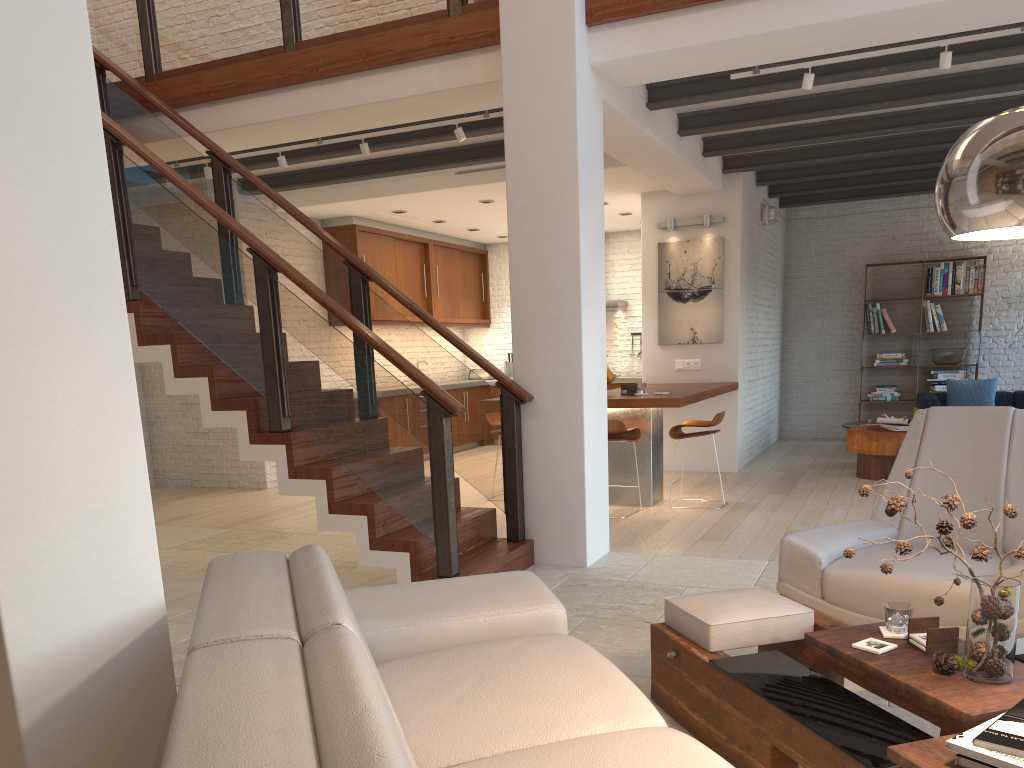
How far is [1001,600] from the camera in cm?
223

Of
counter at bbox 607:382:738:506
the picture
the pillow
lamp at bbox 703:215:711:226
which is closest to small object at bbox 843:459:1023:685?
counter at bbox 607:382:738:506

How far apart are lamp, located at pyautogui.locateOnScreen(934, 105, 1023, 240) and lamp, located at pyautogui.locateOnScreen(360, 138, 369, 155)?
5.5 meters

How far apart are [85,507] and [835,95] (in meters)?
6.30

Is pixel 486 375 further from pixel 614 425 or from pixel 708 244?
pixel 614 425

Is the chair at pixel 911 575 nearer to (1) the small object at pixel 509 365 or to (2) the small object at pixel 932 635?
(2) the small object at pixel 932 635

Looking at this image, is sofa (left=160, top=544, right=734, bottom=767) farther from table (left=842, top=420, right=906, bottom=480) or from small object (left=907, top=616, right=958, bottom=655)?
table (left=842, top=420, right=906, bottom=480)

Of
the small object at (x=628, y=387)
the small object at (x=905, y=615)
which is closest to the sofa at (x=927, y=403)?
the small object at (x=628, y=387)

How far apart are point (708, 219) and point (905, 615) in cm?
670

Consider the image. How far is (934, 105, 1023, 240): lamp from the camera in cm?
158
